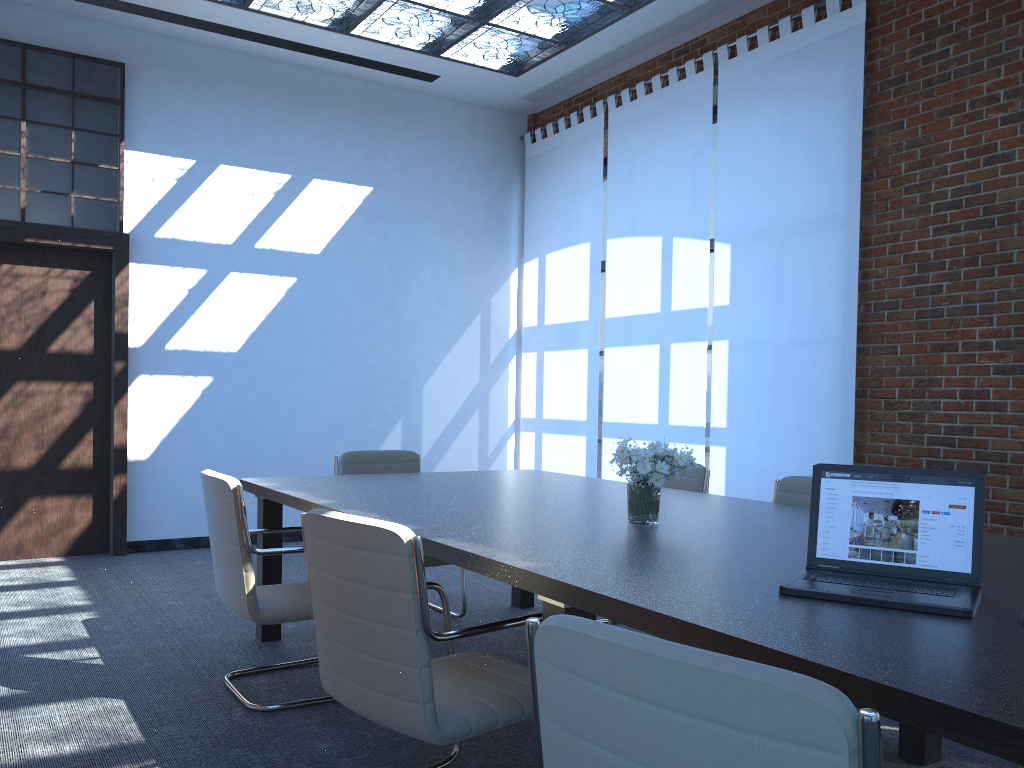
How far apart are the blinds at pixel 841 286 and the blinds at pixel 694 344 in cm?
10

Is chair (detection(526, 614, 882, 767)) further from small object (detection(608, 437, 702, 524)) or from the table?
small object (detection(608, 437, 702, 524))

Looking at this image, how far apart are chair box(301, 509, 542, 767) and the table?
0.1 meters

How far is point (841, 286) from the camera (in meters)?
5.49

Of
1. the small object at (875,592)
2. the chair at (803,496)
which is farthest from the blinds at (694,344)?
the small object at (875,592)

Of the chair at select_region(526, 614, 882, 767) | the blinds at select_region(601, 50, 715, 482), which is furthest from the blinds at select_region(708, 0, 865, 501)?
the chair at select_region(526, 614, 882, 767)

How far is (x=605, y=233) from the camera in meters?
8.4

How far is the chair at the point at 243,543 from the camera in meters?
3.4

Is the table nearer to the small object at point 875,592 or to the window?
the small object at point 875,592

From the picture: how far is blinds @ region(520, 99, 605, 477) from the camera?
7.66m
